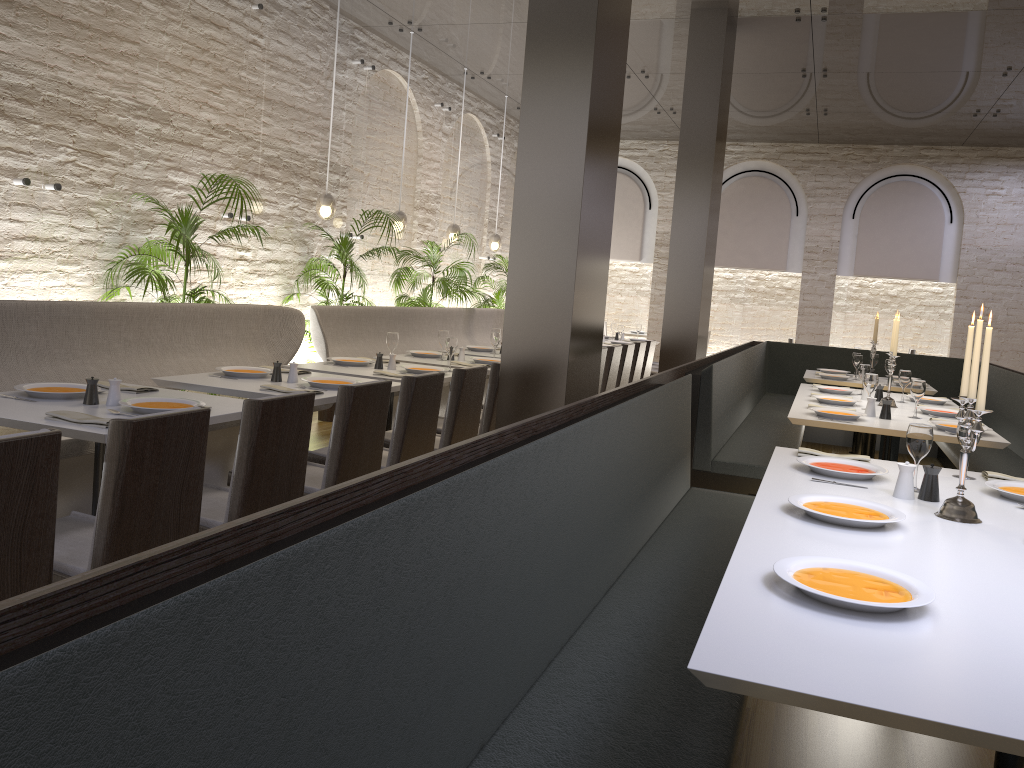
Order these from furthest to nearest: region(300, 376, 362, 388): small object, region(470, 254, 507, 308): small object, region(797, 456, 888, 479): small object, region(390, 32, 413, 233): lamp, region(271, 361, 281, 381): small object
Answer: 1. region(470, 254, 507, 308): small object
2. region(390, 32, 413, 233): lamp
3. region(271, 361, 281, 381): small object
4. region(300, 376, 362, 388): small object
5. region(797, 456, 888, 479): small object

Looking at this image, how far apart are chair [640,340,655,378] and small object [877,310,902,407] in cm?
366

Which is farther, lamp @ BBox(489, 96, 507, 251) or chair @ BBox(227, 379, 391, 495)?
lamp @ BBox(489, 96, 507, 251)

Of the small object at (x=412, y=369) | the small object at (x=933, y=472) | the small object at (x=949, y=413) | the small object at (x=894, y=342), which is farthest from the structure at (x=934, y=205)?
the small object at (x=933, y=472)

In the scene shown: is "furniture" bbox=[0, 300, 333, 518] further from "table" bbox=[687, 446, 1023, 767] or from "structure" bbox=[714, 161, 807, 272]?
"structure" bbox=[714, 161, 807, 272]

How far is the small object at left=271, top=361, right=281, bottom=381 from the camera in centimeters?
466cm

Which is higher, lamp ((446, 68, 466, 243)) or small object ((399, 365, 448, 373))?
lamp ((446, 68, 466, 243))

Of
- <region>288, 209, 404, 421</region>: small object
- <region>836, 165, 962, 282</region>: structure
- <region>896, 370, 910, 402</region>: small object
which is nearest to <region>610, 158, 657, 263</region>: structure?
<region>836, 165, 962, 282</region>: structure

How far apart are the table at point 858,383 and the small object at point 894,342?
1.8 meters

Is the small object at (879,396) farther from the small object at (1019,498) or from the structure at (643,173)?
the structure at (643,173)
